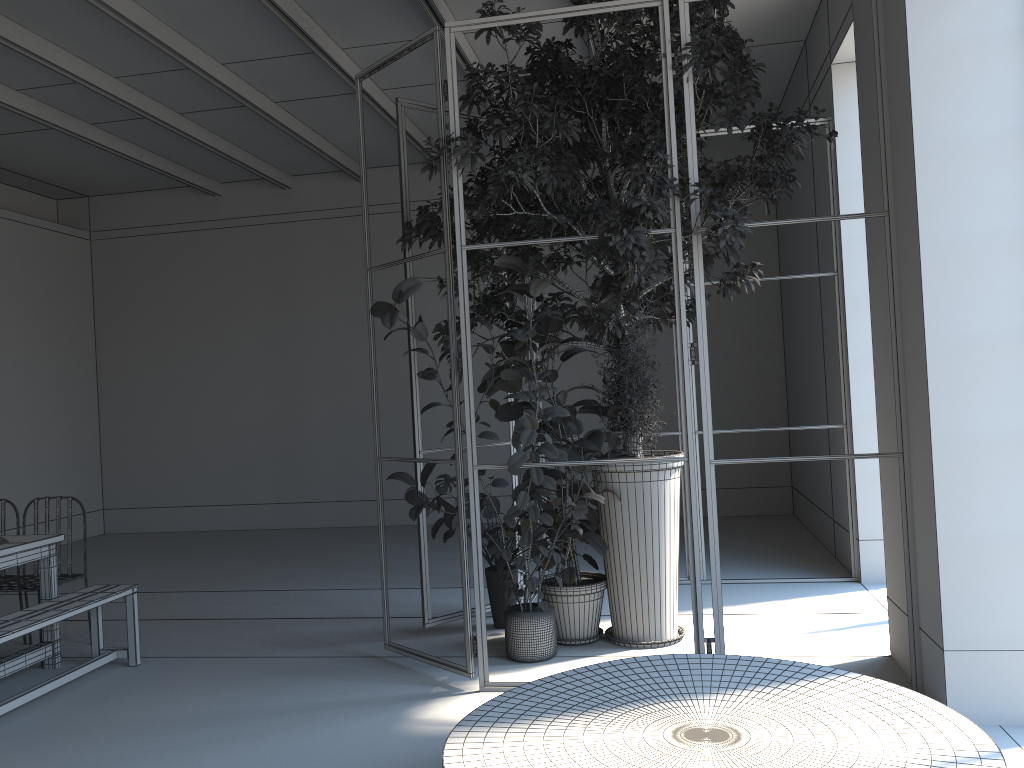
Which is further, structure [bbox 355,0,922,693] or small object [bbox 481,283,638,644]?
small object [bbox 481,283,638,644]

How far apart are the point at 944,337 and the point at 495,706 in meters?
2.4

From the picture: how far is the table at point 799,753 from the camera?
2.7m

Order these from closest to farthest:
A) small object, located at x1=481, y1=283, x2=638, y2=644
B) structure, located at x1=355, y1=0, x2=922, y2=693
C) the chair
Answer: structure, located at x1=355, y1=0, x2=922, y2=693 < small object, located at x1=481, y1=283, x2=638, y2=644 < the chair

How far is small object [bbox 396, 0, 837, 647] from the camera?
4.40m

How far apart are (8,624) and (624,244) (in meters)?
3.62

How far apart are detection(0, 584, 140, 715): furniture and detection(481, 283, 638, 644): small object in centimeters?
234cm

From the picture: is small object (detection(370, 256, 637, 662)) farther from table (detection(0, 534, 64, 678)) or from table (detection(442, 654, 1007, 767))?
table (detection(0, 534, 64, 678))

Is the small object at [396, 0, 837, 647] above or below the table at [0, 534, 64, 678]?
above

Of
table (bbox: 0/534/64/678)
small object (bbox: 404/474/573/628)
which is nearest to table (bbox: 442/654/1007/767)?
small object (bbox: 404/474/573/628)
